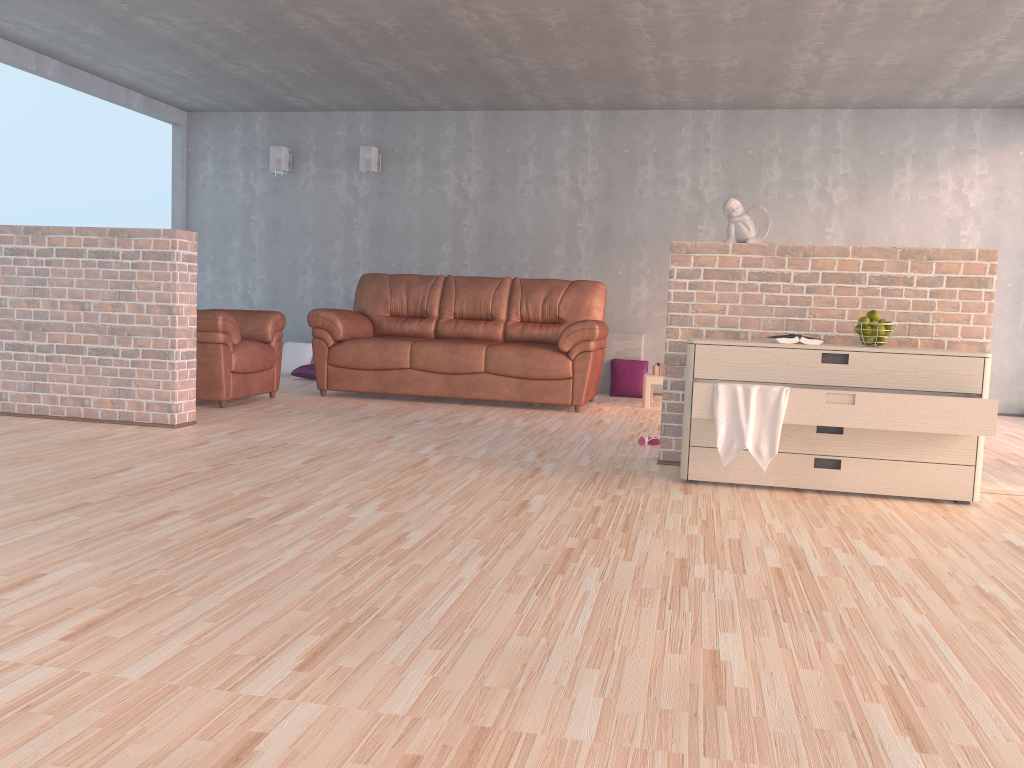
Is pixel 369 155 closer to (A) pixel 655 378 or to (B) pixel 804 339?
(A) pixel 655 378

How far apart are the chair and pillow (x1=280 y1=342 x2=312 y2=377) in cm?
179

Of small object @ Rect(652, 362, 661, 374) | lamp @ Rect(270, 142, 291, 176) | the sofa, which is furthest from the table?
lamp @ Rect(270, 142, 291, 176)

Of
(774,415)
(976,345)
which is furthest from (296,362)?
(976,345)

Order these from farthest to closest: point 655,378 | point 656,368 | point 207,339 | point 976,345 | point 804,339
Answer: point 656,368 → point 655,378 → point 207,339 → point 976,345 → point 804,339

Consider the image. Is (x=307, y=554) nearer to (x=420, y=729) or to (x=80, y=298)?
(x=420, y=729)

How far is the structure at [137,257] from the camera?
4.7m

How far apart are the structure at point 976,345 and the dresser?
0.32m

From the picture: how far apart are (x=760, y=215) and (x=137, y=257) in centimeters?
321cm

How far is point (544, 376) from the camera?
6.25m
